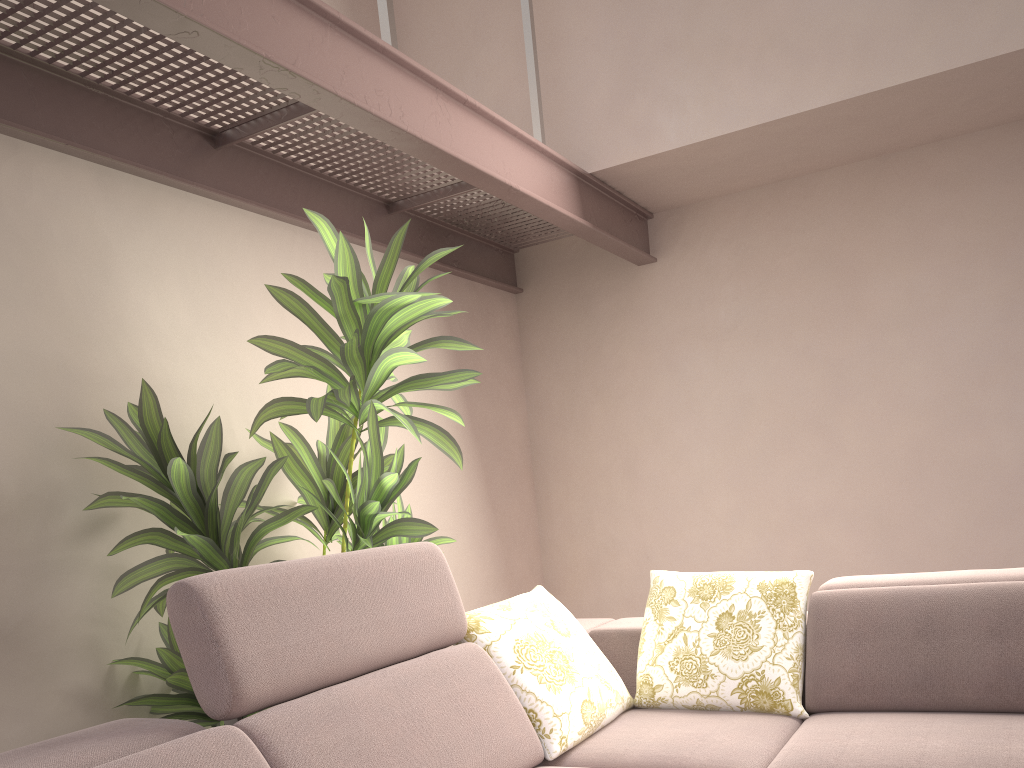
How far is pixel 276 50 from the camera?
1.95m

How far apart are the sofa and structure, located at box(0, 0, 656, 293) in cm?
A: 110

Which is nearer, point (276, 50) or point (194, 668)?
point (194, 668)

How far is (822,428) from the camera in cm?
380

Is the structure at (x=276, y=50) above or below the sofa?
above

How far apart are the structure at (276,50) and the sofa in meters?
1.1

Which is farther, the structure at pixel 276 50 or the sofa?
the structure at pixel 276 50

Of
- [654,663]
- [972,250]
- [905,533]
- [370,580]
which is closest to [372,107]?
[370,580]

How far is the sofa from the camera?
1.6m

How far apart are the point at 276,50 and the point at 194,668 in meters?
1.5 m
